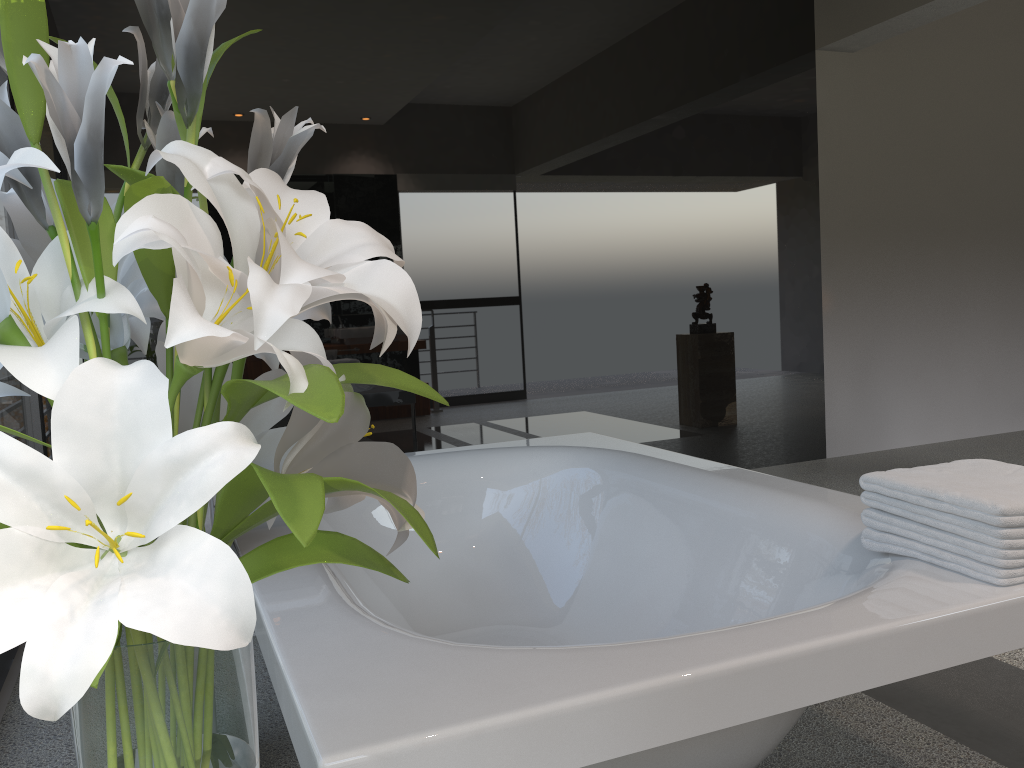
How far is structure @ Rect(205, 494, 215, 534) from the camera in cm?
167

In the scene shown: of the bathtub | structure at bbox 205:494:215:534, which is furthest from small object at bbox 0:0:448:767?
structure at bbox 205:494:215:534

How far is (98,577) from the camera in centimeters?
56cm

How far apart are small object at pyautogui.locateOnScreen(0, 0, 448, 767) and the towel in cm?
100

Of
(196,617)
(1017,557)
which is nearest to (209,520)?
(196,617)

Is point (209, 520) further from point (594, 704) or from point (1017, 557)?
point (1017, 557)

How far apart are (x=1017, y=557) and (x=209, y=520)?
1.4 meters

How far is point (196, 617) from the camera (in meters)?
0.53

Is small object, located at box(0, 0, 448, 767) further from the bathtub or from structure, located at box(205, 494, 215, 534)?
structure, located at box(205, 494, 215, 534)

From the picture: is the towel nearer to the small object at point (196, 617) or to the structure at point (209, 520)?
the small object at point (196, 617)
